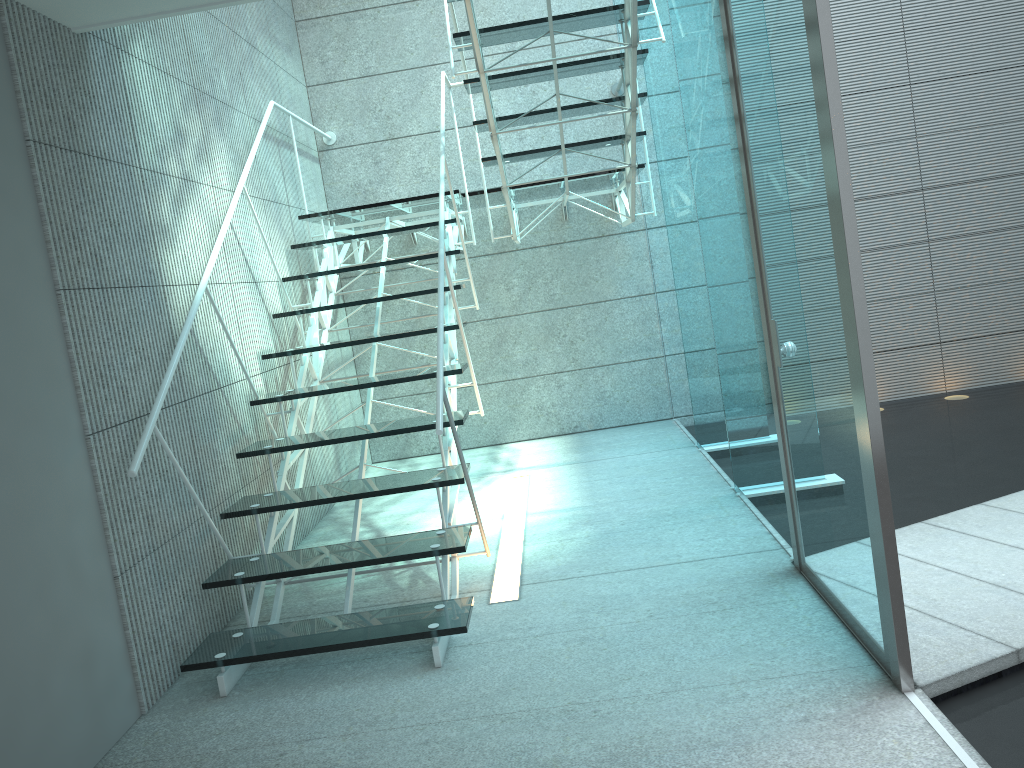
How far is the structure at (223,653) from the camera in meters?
2.6

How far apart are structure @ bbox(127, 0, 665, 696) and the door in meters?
0.8 m

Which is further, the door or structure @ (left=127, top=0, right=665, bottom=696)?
structure @ (left=127, top=0, right=665, bottom=696)

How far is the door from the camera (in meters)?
1.92

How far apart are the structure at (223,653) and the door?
0.82m

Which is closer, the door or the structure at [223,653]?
the door

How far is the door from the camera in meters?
1.9
